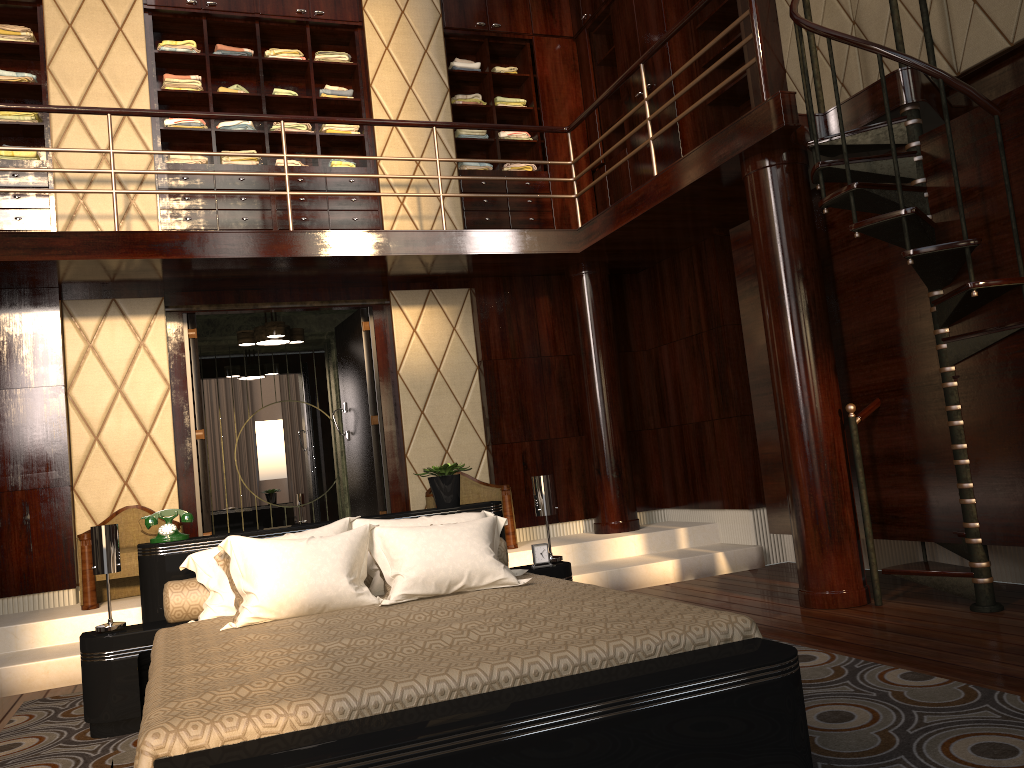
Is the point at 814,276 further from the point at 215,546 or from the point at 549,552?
the point at 215,546

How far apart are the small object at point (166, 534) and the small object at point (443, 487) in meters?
1.0

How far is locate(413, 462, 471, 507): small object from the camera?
4.0m

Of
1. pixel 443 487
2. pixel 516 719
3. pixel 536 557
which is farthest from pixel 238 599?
pixel 516 719

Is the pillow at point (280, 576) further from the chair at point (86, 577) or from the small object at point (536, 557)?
the chair at point (86, 577)

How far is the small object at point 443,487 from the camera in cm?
403

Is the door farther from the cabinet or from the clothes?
the clothes

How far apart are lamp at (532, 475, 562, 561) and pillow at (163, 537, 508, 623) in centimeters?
25cm

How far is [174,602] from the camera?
3.3m

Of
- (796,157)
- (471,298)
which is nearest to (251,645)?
(796,157)
